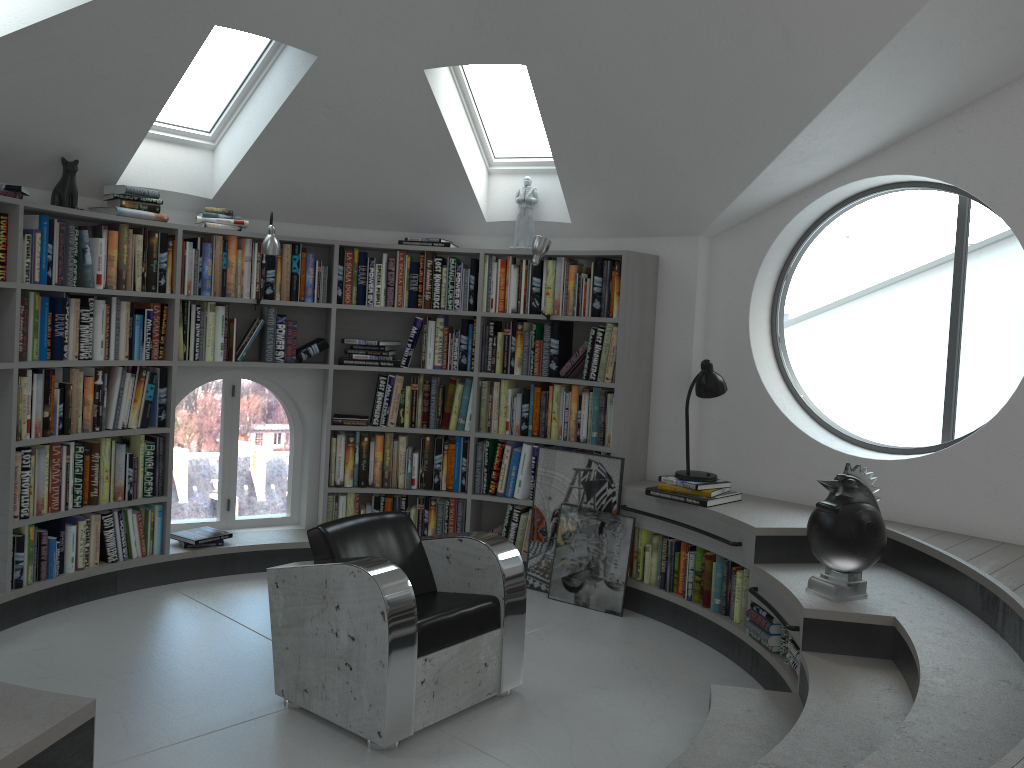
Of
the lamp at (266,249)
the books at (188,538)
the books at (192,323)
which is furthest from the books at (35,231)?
the books at (188,538)

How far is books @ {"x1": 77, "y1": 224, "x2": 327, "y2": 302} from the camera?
4.7m

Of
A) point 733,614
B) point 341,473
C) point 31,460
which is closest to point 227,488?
point 341,473

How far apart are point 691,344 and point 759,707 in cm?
231

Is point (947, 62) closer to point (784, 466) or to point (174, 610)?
point (784, 466)

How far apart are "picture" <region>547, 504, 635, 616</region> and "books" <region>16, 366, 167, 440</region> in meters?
2.4 m

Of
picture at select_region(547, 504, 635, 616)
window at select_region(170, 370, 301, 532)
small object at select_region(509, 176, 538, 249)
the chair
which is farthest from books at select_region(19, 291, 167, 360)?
picture at select_region(547, 504, 635, 616)

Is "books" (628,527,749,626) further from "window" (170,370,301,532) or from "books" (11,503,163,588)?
"books" (11,503,163,588)

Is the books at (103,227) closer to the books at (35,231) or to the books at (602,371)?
the books at (35,231)

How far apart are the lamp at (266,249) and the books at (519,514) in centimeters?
158cm
